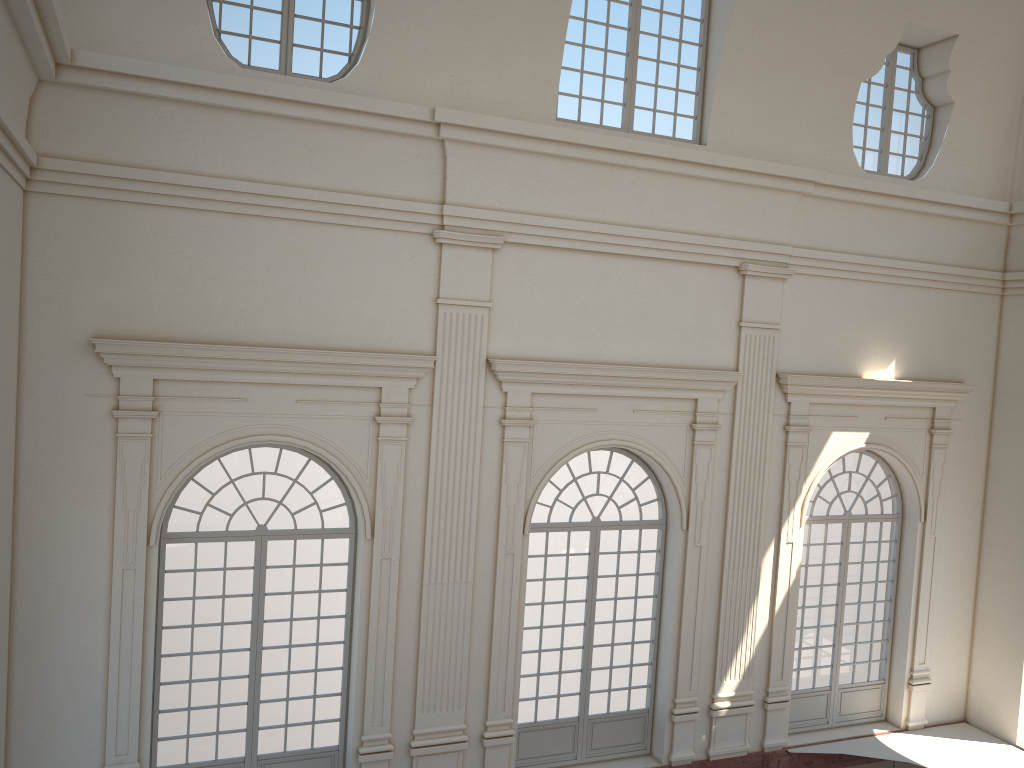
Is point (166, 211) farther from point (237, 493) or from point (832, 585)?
point (832, 585)
